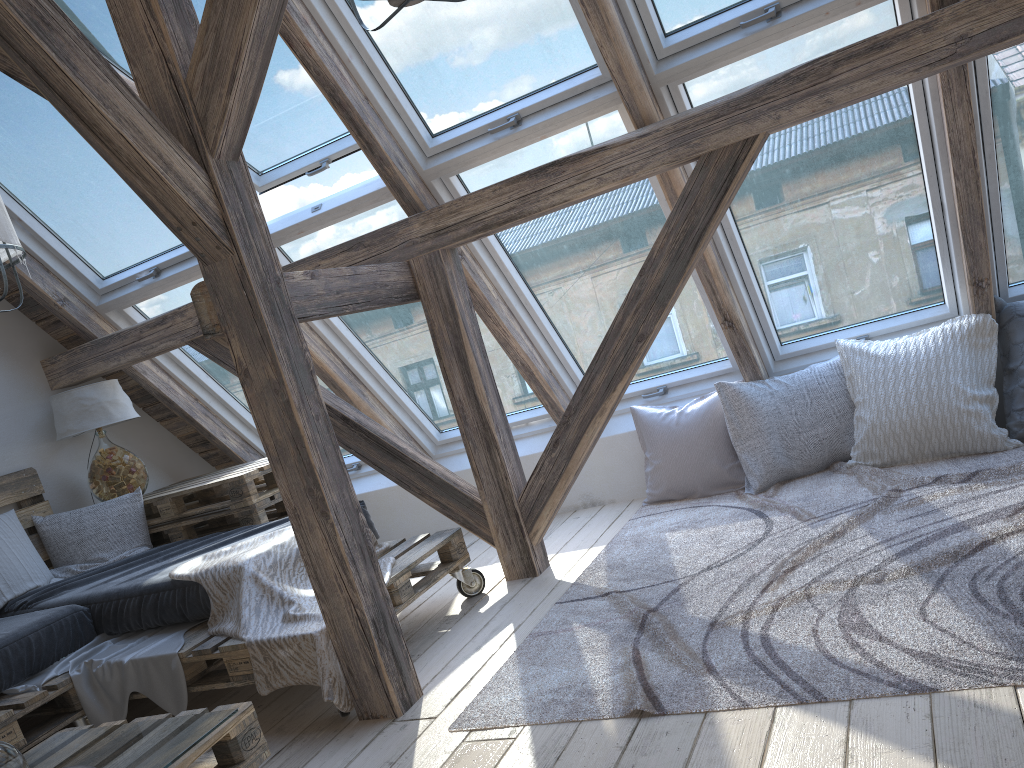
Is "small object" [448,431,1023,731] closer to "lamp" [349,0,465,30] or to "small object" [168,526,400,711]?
"small object" [168,526,400,711]

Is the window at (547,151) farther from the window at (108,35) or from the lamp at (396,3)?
the lamp at (396,3)

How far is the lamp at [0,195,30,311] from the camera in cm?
256

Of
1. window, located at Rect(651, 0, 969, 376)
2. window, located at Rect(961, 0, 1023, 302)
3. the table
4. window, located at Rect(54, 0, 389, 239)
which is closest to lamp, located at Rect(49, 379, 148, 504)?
the table

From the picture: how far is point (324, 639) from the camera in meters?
2.5 m

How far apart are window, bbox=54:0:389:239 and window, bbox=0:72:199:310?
0.39m

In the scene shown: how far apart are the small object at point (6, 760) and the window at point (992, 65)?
3.3m

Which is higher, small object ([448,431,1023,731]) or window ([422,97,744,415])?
window ([422,97,744,415])

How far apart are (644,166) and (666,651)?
1.6m

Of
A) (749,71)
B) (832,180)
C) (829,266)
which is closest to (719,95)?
(749,71)
